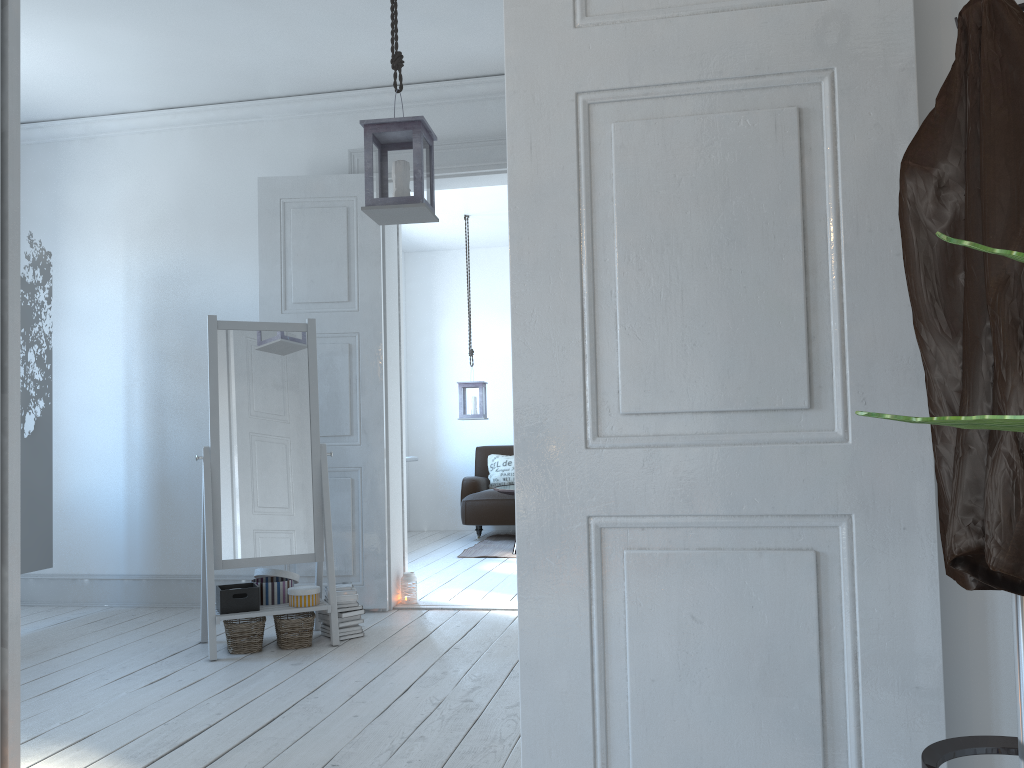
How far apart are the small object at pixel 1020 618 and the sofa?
6.50m

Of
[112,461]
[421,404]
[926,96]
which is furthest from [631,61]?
[421,404]

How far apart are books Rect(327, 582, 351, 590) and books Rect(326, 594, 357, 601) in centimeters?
6cm

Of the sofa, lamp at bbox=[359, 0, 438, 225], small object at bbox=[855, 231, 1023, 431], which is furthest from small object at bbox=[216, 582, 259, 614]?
the sofa

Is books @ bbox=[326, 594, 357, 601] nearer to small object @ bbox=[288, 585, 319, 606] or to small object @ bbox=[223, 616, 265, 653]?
small object @ bbox=[288, 585, 319, 606]

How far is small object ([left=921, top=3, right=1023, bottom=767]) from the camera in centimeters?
111cm

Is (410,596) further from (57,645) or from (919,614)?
(919,614)

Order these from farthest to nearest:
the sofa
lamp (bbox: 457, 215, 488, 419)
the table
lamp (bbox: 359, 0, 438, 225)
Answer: the sofa
lamp (bbox: 457, 215, 488, 419)
the table
lamp (bbox: 359, 0, 438, 225)

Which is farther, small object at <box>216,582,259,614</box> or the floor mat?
the floor mat

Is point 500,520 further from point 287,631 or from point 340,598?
point 287,631
